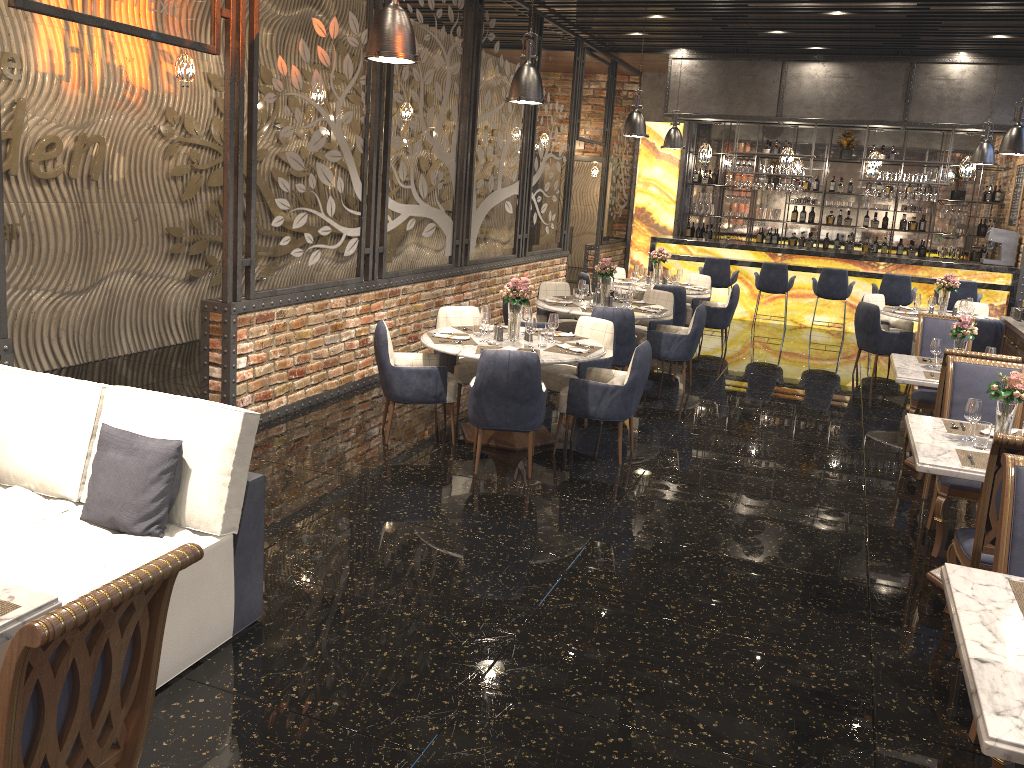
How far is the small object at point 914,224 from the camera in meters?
15.1 m

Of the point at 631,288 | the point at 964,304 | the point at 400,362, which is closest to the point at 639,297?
the point at 631,288

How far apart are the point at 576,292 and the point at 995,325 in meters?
4.3 m

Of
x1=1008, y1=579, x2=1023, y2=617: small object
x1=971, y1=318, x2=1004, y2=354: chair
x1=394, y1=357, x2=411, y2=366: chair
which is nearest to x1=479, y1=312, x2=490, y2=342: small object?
x1=394, y1=357, x2=411, y2=366: chair

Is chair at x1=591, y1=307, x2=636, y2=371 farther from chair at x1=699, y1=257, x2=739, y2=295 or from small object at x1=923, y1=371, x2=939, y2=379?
chair at x1=699, y1=257, x2=739, y2=295

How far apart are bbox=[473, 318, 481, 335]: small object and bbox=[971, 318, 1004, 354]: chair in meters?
5.6 m

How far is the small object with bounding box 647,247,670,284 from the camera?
11.1m

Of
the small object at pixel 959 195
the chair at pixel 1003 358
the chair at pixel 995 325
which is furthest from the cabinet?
the small object at pixel 959 195

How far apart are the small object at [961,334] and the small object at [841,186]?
9.7m

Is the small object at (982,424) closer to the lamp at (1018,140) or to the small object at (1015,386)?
the small object at (1015,386)
